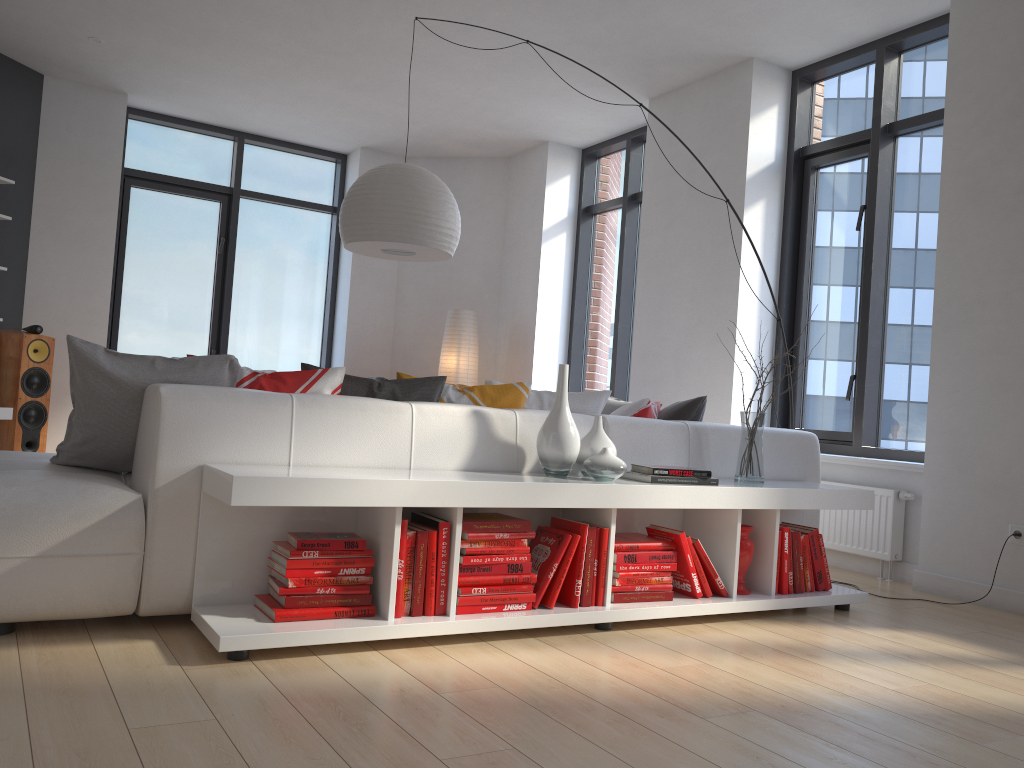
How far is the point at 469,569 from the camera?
2.78m

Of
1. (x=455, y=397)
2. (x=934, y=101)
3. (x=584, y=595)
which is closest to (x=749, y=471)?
(x=584, y=595)

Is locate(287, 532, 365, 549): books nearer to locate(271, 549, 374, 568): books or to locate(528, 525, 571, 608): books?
locate(271, 549, 374, 568): books

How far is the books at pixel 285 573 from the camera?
2.55m

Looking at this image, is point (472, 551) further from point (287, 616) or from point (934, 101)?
point (934, 101)

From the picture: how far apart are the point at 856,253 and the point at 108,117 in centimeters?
562cm

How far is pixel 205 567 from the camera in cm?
262

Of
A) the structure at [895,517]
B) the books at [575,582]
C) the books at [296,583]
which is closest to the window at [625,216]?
the structure at [895,517]

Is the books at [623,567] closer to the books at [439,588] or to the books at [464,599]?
the books at [464,599]

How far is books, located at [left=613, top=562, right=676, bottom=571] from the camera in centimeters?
309cm
